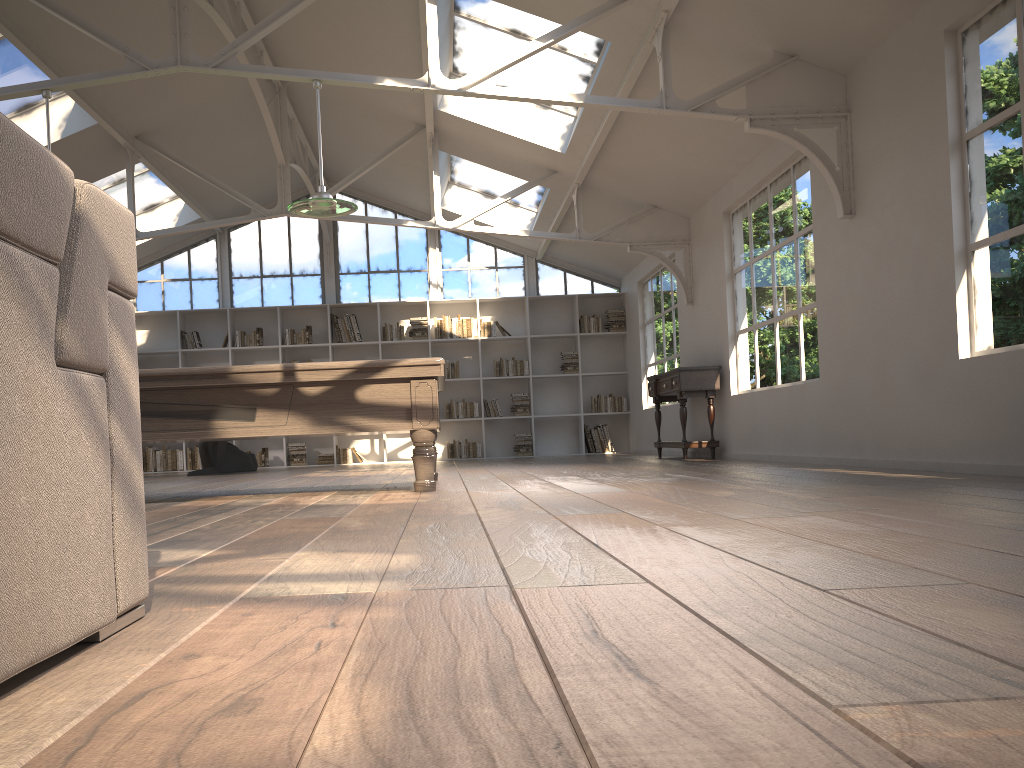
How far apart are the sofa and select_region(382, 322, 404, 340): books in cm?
1131

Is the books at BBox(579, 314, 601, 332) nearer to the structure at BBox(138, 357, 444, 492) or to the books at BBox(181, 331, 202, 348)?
the books at BBox(181, 331, 202, 348)

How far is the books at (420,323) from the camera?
12.79m

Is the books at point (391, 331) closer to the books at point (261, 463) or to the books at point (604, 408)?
the books at point (261, 463)

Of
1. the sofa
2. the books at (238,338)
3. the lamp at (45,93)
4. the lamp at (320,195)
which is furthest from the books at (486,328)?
the sofa

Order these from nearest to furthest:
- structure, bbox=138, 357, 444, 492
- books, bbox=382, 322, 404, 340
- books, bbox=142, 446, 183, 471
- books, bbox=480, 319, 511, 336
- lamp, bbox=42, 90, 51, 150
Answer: structure, bbox=138, 357, 444, 492 < lamp, bbox=42, 90, 51, 150 < books, bbox=142, 446, 183, 471 < books, bbox=382, 322, 404, 340 < books, bbox=480, 319, 511, 336

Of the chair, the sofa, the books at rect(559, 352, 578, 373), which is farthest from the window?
the sofa

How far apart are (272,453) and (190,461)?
1.1 meters

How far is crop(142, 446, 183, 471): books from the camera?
12.4 meters

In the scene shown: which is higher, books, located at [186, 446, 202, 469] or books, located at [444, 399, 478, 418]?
books, located at [444, 399, 478, 418]
